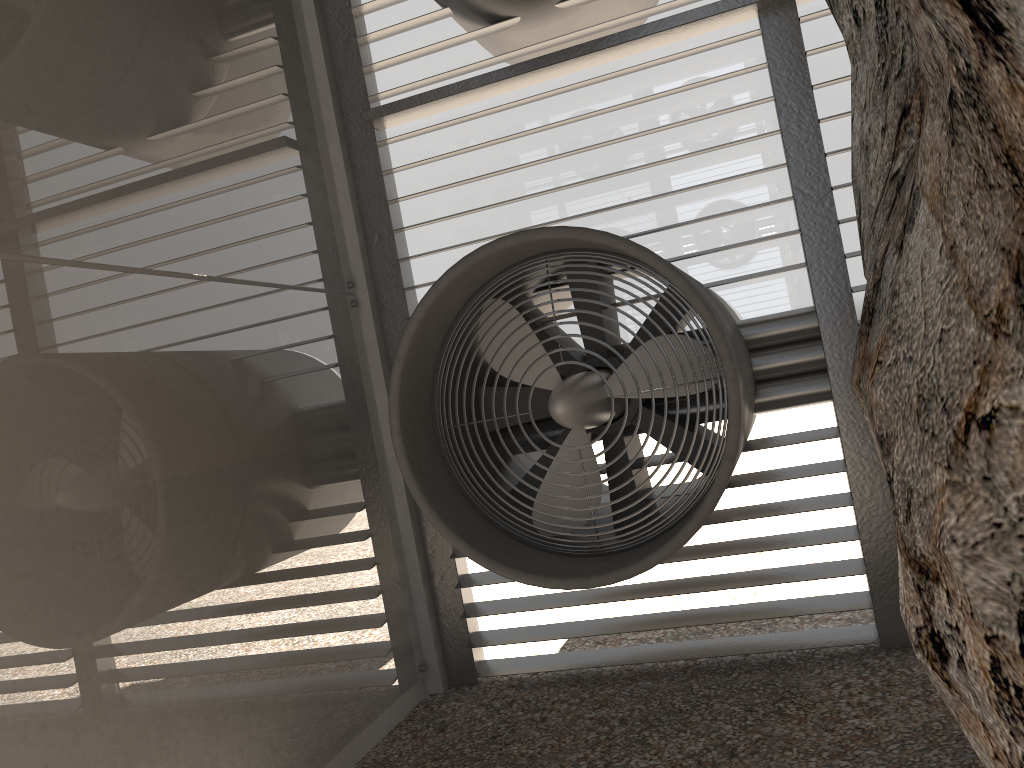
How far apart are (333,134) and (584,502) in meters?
2.8 m
